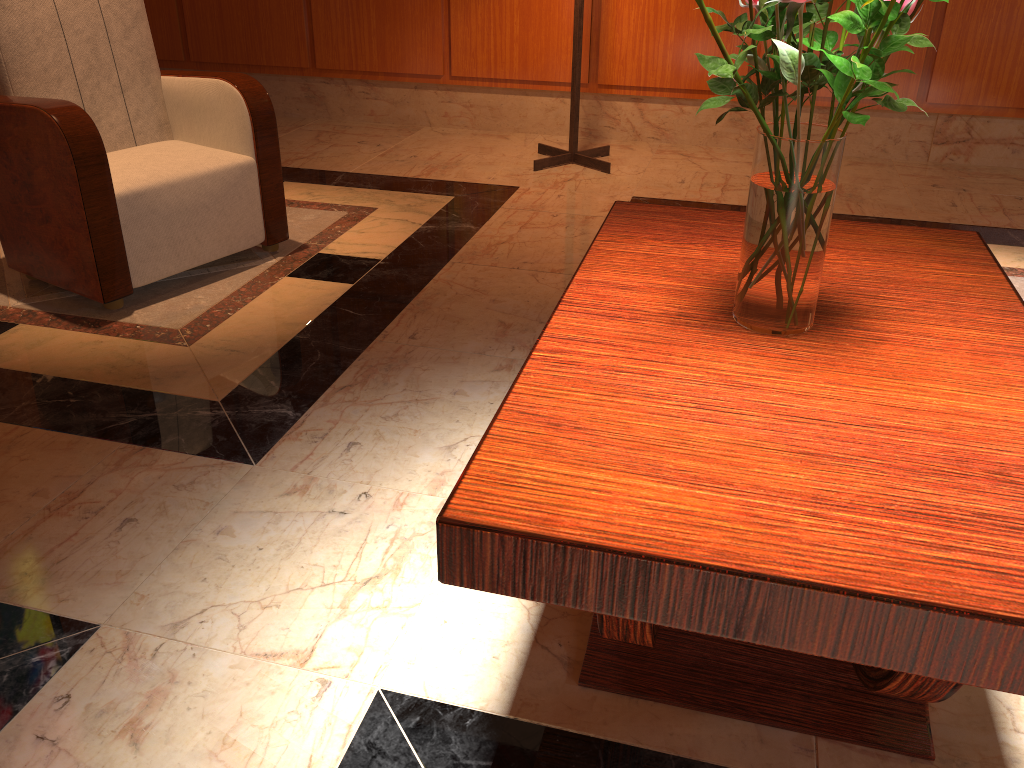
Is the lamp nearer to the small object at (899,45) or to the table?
the table

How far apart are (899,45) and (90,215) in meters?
2.2

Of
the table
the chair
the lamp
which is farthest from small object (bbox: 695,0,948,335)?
the lamp

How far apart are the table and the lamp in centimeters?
233cm

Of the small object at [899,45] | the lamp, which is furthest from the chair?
the small object at [899,45]

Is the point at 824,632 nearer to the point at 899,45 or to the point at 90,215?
the point at 899,45

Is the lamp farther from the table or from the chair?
the table

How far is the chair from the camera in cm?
247

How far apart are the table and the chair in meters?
1.5 m

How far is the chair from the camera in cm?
247
